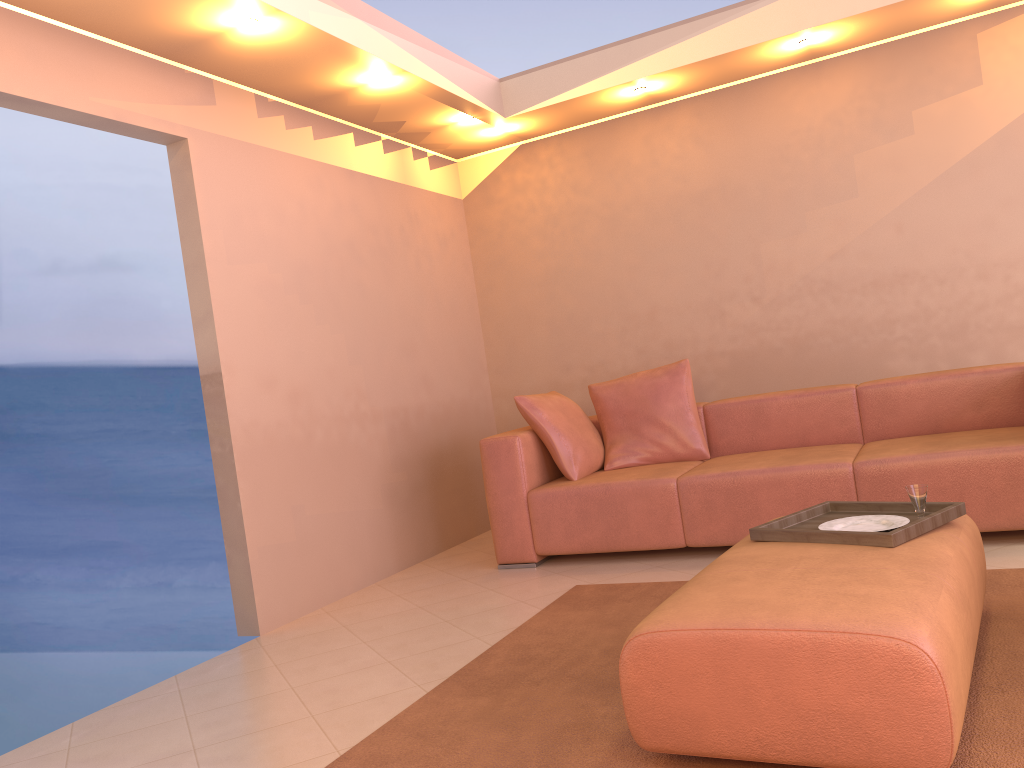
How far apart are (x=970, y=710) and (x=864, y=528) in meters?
0.6 m

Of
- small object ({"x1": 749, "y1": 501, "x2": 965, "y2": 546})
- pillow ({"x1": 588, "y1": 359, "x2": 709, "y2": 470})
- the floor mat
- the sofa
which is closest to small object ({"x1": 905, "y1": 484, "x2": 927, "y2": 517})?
small object ({"x1": 749, "y1": 501, "x2": 965, "y2": 546})

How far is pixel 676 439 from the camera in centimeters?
453cm

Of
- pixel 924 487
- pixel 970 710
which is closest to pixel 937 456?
pixel 924 487

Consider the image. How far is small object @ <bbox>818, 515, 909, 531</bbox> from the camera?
2.48m

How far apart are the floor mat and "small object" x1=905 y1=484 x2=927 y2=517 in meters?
0.4 m

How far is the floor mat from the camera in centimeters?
203cm

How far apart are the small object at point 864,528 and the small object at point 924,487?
0.1m

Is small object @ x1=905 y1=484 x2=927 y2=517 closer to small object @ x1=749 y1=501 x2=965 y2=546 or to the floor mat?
small object @ x1=749 y1=501 x2=965 y2=546

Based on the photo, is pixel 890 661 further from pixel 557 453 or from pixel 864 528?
pixel 557 453
